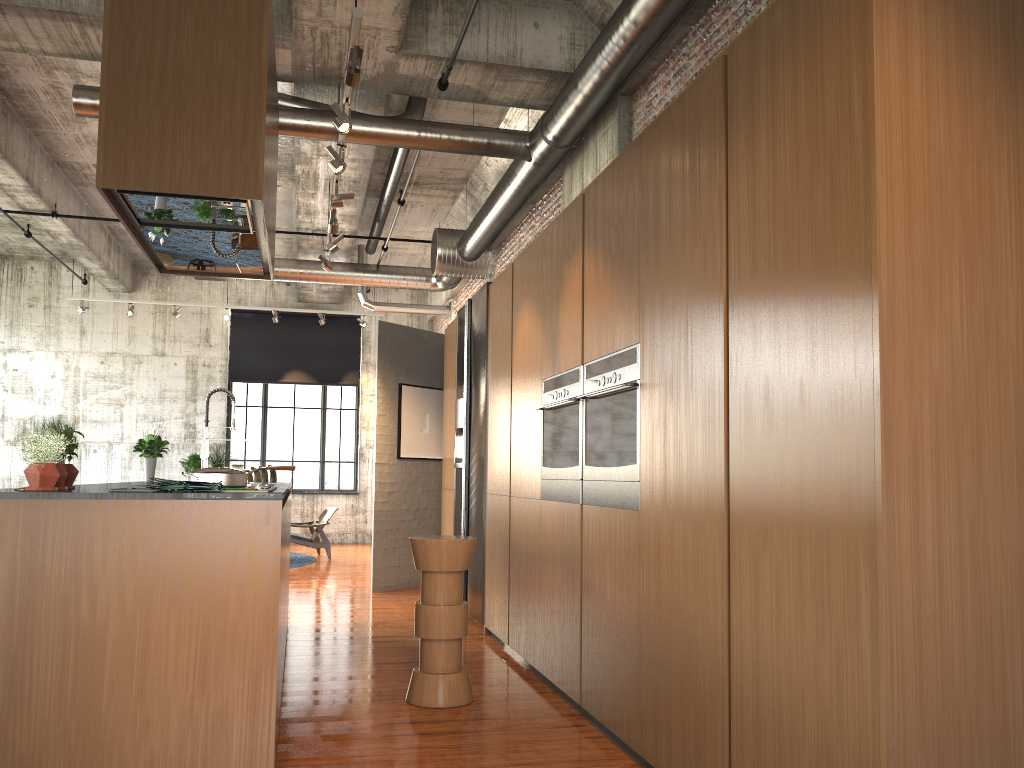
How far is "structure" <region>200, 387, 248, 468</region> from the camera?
A: 6.8 meters

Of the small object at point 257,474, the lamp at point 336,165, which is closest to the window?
the small object at point 257,474

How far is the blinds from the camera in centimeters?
1700cm

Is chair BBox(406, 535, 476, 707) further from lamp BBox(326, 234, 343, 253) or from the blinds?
the blinds

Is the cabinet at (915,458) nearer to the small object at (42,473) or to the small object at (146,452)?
the small object at (42,473)

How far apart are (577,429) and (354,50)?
2.56m

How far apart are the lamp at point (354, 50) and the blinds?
12.38m

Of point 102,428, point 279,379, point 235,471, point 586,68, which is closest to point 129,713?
point 235,471

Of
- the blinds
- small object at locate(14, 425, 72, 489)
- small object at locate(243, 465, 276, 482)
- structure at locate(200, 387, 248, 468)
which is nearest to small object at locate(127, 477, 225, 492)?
small object at locate(14, 425, 72, 489)

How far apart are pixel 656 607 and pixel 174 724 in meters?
2.0 m
